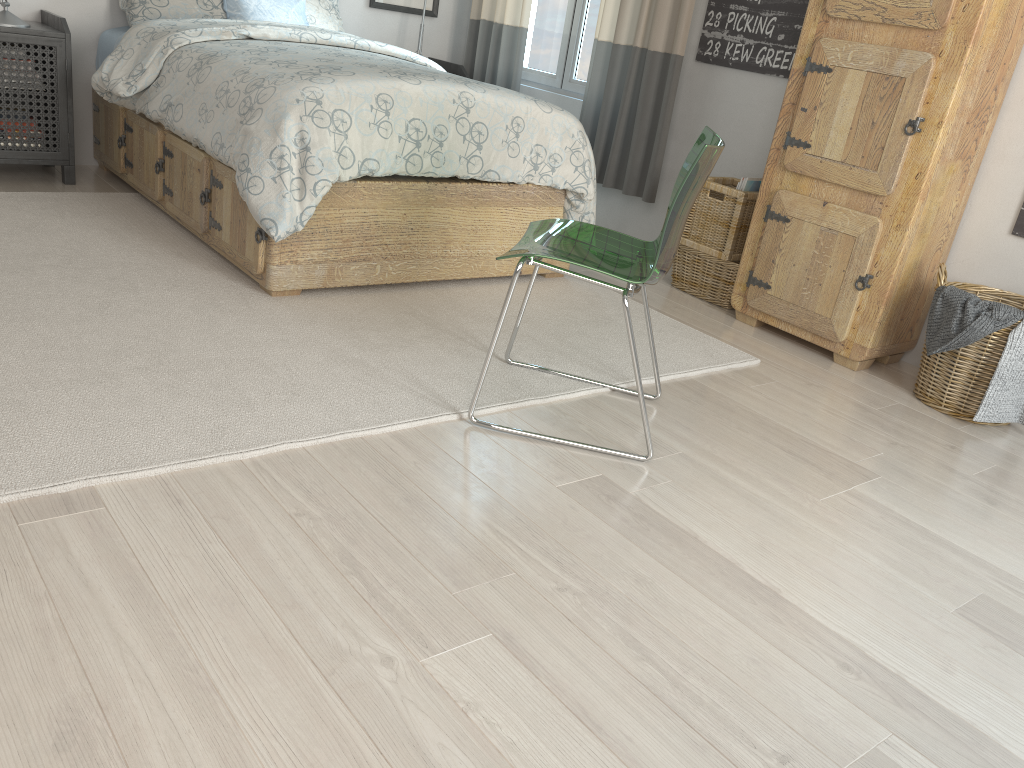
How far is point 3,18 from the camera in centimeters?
338cm

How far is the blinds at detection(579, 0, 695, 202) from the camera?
3.7 meters

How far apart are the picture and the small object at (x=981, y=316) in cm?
319

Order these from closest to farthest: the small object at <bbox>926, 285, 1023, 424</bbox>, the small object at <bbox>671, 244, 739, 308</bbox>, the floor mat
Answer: the floor mat → the small object at <bbox>926, 285, 1023, 424</bbox> → the small object at <bbox>671, 244, 739, 308</bbox>

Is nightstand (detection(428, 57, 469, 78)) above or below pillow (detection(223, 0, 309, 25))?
below

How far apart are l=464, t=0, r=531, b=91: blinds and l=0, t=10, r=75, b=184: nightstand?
2.0m

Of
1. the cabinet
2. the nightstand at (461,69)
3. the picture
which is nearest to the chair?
the cabinet

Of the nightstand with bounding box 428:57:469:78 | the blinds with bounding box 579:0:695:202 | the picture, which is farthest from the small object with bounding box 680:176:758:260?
the picture

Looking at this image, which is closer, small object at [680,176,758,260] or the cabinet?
the cabinet

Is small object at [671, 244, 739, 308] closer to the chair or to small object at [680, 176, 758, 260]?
small object at [680, 176, 758, 260]
